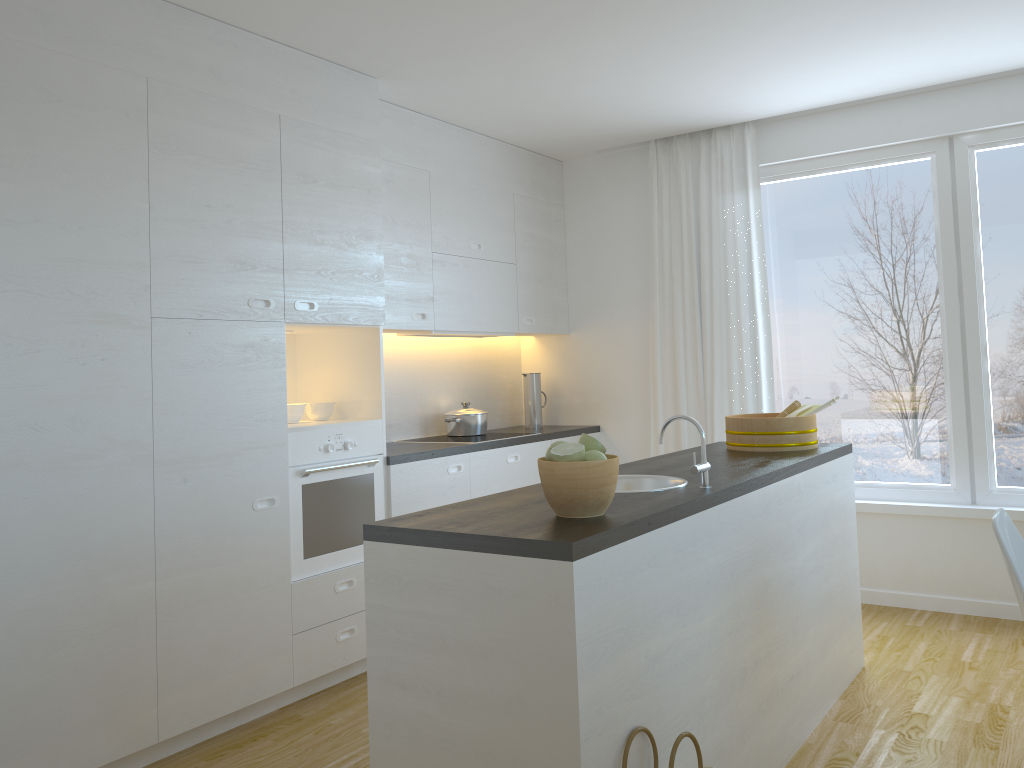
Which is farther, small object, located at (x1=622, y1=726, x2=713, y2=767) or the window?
the window

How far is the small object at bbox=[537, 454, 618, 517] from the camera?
2.15m

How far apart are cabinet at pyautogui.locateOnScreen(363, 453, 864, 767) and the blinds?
1.2m

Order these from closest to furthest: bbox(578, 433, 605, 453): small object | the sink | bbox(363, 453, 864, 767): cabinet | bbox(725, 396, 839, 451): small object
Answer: bbox(363, 453, 864, 767): cabinet
bbox(578, 433, 605, 453): small object
the sink
bbox(725, 396, 839, 451): small object

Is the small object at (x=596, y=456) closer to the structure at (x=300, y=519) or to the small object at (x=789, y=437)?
the small object at (x=789, y=437)

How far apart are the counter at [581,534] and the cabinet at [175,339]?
1.2 meters

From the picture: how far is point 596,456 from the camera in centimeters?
219cm

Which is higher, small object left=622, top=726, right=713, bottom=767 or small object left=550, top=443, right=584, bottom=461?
small object left=550, top=443, right=584, bottom=461

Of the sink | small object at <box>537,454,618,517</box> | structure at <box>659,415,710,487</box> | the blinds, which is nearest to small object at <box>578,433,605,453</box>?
small object at <box>537,454,618,517</box>

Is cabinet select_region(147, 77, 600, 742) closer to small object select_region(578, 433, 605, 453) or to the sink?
the sink
